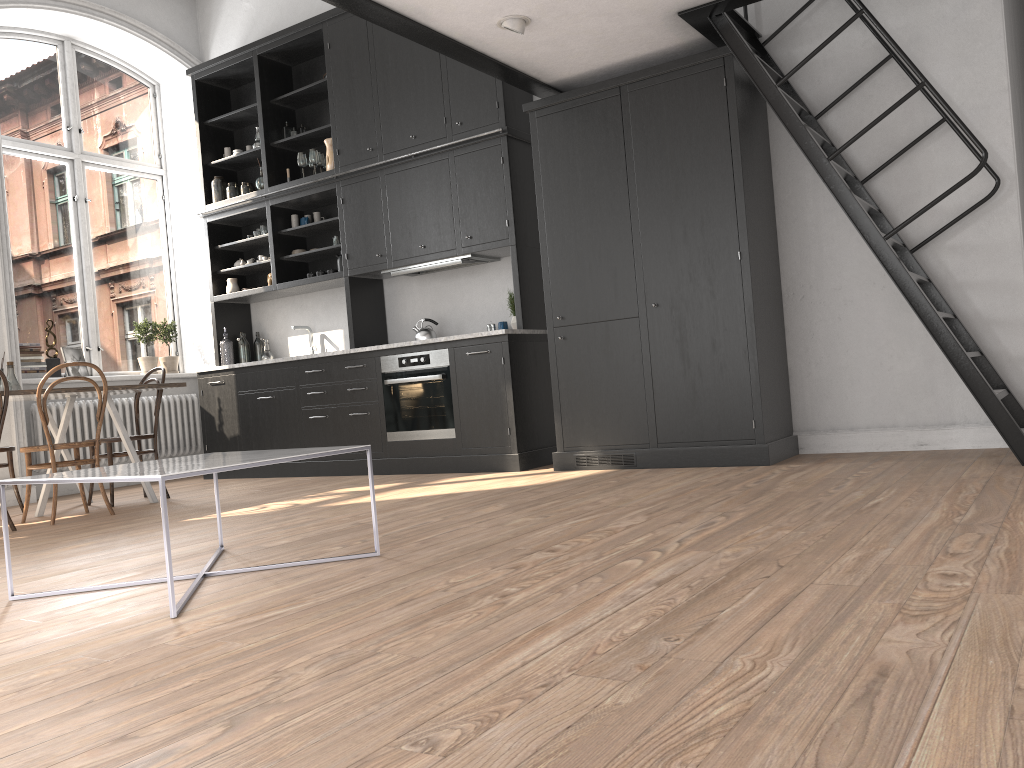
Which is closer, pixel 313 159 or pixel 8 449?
pixel 8 449

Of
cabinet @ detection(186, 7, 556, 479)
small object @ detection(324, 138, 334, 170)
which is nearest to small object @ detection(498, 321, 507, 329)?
cabinet @ detection(186, 7, 556, 479)

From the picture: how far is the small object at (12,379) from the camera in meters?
5.6

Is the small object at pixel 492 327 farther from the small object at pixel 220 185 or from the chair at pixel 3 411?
the chair at pixel 3 411

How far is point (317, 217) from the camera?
7.40m

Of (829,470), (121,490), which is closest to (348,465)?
(121,490)

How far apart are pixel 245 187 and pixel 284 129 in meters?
0.6 m

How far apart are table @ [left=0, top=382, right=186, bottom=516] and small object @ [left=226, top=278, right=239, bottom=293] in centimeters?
208cm

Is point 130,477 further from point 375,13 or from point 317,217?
point 317,217

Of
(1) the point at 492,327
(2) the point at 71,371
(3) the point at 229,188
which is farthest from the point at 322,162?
(2) the point at 71,371
